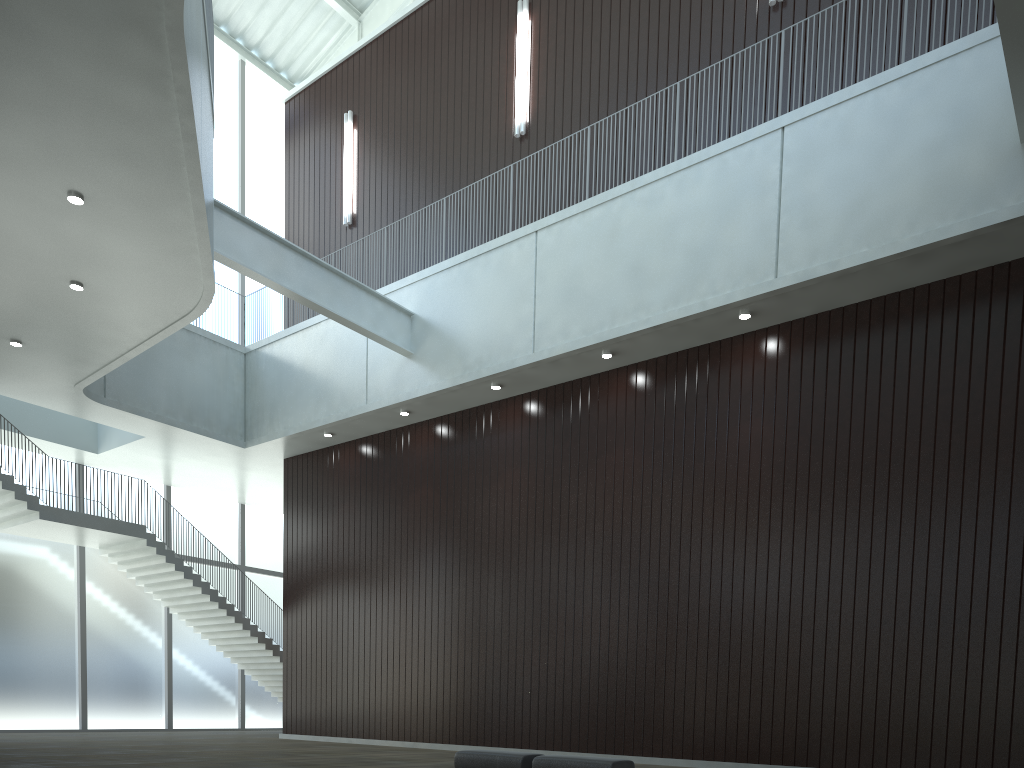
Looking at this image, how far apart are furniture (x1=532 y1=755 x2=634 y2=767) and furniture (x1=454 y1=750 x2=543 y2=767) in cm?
75

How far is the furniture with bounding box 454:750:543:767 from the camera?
32.5 meters

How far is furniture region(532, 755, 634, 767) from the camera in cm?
3010

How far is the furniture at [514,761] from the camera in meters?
32.5

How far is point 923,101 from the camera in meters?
39.8 m

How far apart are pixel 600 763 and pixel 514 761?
4.2 meters

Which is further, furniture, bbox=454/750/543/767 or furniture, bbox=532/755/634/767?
furniture, bbox=454/750/543/767

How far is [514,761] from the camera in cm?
3253
